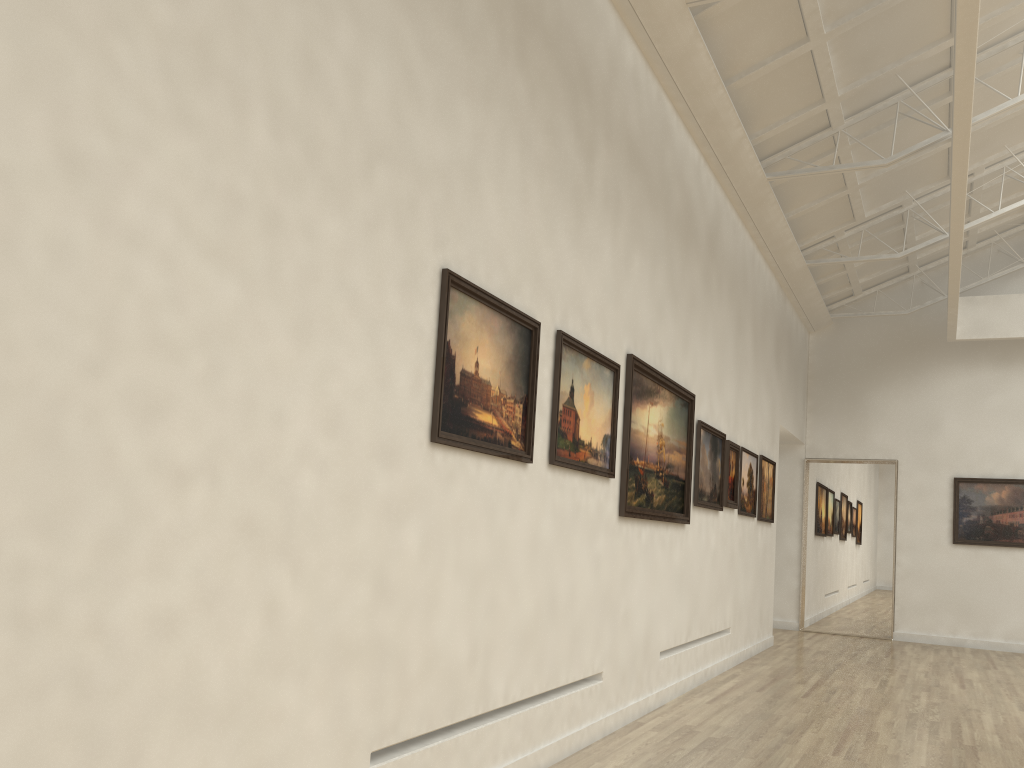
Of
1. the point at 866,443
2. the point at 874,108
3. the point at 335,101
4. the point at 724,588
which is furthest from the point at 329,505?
the point at 866,443

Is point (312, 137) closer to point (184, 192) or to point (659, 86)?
point (184, 192)
